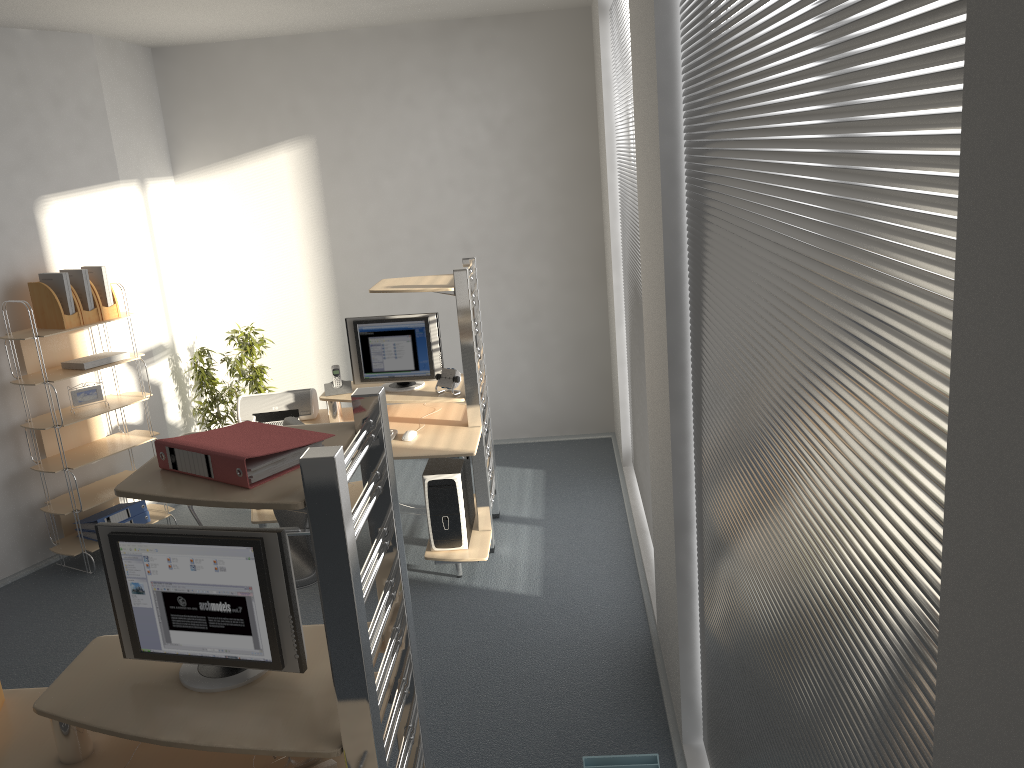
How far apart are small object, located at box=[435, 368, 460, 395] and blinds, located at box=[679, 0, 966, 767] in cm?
210

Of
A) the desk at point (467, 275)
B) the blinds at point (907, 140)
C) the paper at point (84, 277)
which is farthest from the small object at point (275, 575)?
the paper at point (84, 277)

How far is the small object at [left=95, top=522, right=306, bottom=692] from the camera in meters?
2.1 m

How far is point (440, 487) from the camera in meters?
4.5 m

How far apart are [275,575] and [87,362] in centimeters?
344cm

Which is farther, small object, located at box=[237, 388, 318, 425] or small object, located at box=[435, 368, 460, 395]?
small object, located at box=[237, 388, 318, 425]

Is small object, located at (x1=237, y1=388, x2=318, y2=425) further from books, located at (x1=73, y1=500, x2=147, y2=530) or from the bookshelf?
books, located at (x1=73, y1=500, x2=147, y2=530)

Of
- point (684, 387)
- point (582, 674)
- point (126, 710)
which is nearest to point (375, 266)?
point (582, 674)

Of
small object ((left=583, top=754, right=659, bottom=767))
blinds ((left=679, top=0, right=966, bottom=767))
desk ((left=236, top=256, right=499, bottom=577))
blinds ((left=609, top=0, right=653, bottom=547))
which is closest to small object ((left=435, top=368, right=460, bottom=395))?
desk ((left=236, top=256, right=499, bottom=577))

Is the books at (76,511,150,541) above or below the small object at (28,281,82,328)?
below
